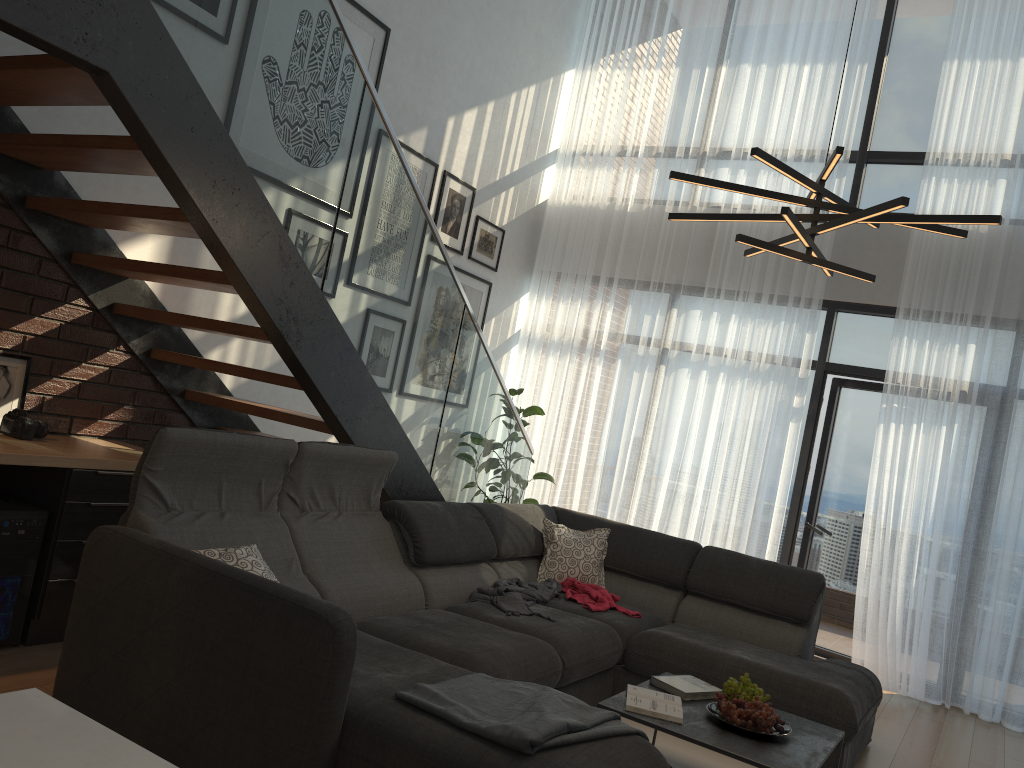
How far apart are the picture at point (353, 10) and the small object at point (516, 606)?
3.09m

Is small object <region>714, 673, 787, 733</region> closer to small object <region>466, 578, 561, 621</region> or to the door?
small object <region>466, 578, 561, 621</region>

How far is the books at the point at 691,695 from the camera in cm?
327

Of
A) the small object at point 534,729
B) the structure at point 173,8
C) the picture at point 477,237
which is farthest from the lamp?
the picture at point 477,237

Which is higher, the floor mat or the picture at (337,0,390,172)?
the picture at (337,0,390,172)

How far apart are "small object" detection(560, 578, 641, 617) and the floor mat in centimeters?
53cm

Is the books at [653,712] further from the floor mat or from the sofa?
the floor mat

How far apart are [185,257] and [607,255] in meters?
3.5 m

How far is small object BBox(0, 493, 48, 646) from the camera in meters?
3.3

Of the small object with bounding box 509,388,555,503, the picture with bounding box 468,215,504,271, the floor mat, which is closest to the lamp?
the floor mat
